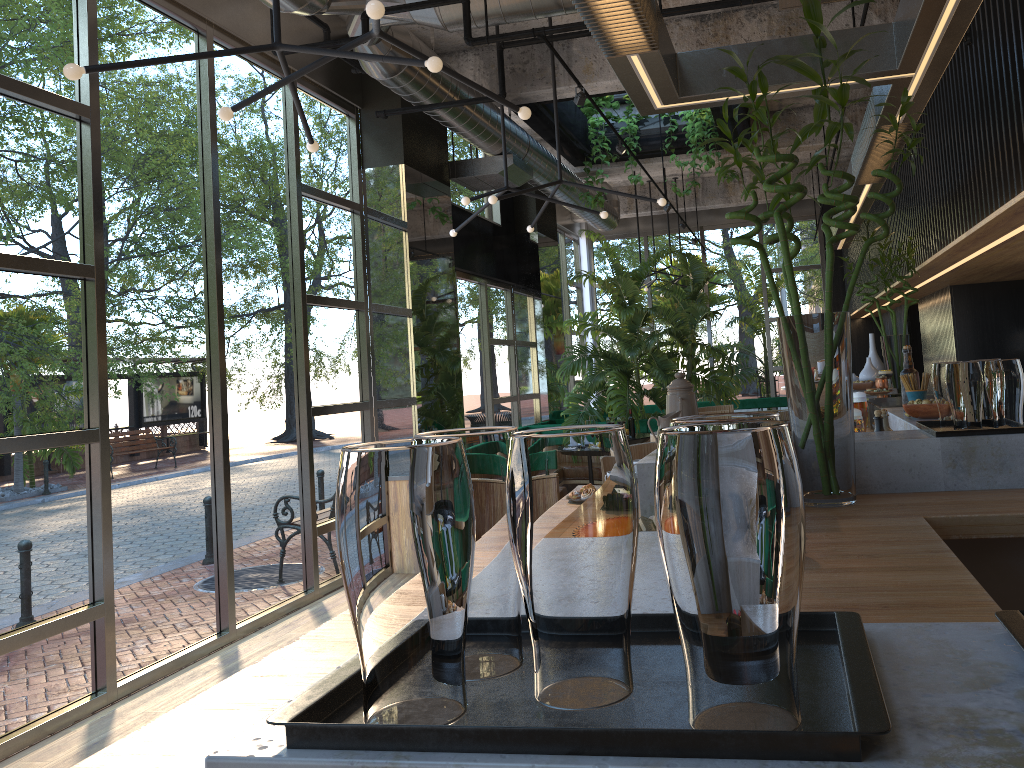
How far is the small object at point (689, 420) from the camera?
0.72m

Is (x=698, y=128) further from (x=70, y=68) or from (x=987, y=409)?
(x=987, y=409)

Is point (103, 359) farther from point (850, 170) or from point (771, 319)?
point (771, 319)

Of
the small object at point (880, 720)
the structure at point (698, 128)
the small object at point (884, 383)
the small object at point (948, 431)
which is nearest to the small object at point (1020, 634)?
the small object at point (880, 720)

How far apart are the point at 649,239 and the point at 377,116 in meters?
9.5

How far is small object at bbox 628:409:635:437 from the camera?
2.96m

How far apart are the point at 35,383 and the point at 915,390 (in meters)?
3.93

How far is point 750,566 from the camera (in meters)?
0.59

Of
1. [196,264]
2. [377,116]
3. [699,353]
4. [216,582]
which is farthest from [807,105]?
[216,582]

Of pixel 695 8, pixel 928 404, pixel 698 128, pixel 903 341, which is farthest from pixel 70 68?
pixel 698 128
